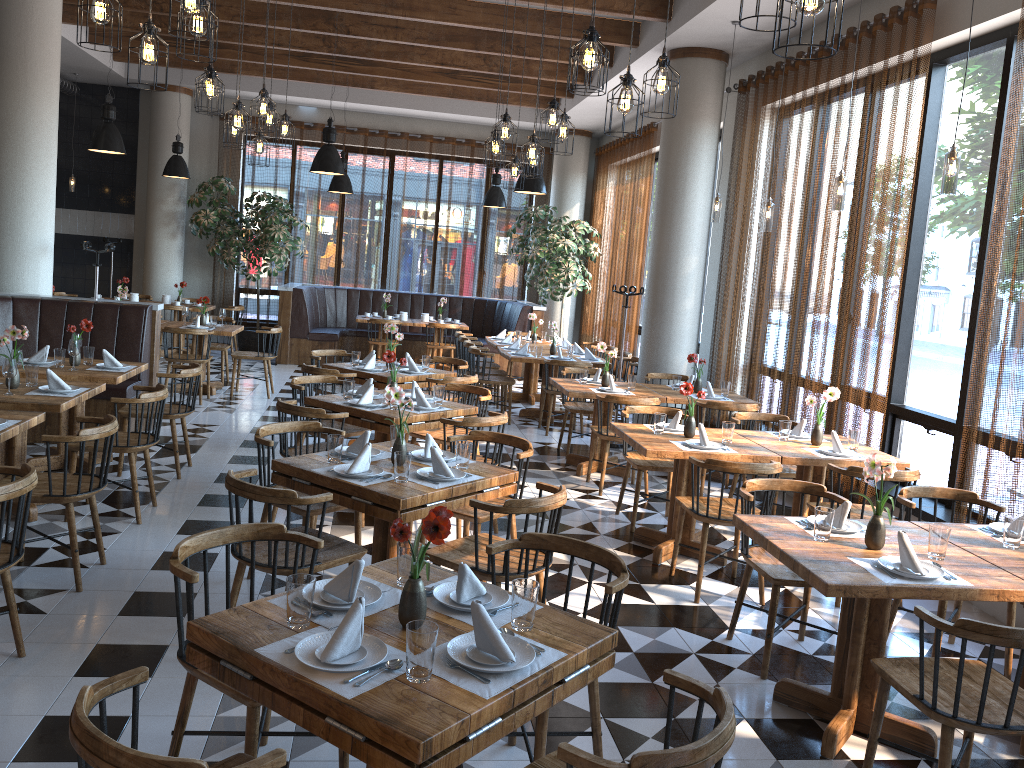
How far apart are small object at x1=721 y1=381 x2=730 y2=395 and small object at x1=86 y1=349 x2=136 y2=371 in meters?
5.0

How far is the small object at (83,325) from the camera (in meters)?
6.49

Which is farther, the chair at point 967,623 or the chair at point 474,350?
the chair at point 474,350

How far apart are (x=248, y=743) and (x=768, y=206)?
5.59m

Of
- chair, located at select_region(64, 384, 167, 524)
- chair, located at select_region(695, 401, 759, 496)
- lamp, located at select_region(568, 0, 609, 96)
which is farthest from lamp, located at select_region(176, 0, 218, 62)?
chair, located at select_region(695, 401, 759, 496)

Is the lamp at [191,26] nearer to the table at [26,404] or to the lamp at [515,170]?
the table at [26,404]

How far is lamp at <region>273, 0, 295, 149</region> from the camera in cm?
777

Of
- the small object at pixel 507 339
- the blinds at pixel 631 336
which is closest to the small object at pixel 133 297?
the small object at pixel 507 339

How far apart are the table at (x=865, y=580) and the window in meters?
1.8

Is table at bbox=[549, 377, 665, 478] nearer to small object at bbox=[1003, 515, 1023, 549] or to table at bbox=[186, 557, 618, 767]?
small object at bbox=[1003, 515, 1023, 549]
